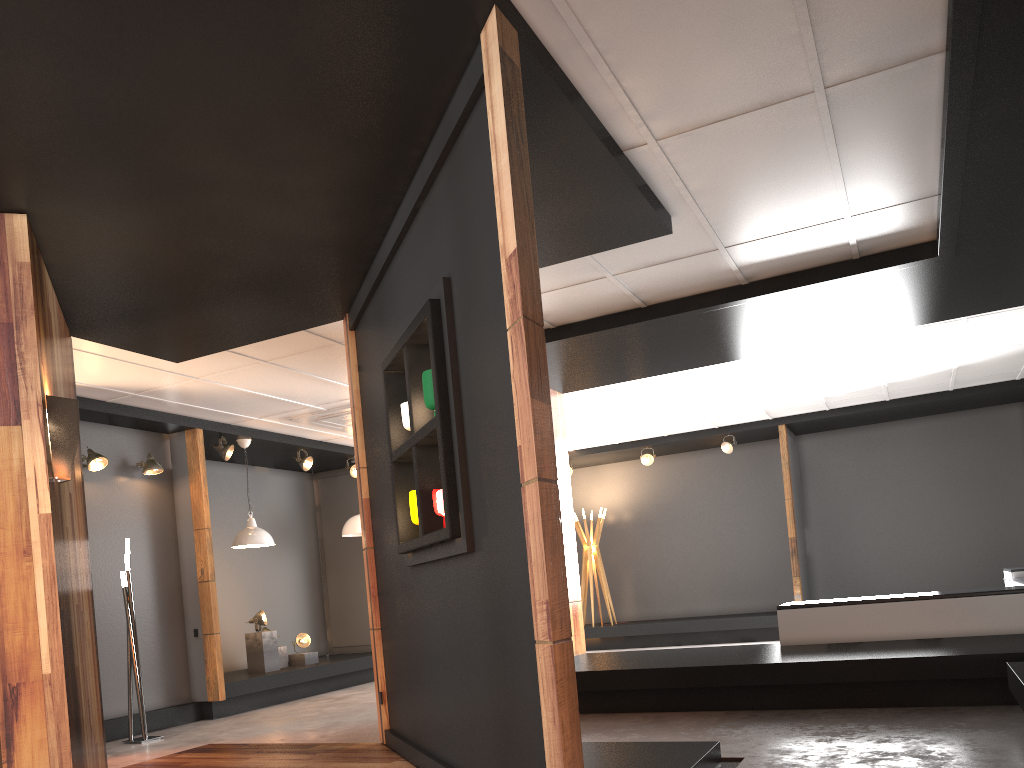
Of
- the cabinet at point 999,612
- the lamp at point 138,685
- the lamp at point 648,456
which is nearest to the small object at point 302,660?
the lamp at point 138,685

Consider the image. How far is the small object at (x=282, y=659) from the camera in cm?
984

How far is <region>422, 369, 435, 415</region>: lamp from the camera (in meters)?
3.91

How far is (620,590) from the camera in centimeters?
1356cm

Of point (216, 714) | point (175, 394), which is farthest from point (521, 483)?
point (216, 714)

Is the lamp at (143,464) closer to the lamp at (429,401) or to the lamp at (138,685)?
the lamp at (138,685)

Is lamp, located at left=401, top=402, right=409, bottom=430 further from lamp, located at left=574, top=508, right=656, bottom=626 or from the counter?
lamp, located at left=574, top=508, right=656, bottom=626

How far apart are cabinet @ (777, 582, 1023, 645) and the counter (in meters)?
0.04

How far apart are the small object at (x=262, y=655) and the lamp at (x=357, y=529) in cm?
176

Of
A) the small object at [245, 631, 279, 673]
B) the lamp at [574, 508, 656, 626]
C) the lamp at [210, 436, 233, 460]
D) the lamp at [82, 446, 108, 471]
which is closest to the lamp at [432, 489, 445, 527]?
the lamp at [82, 446, 108, 471]
